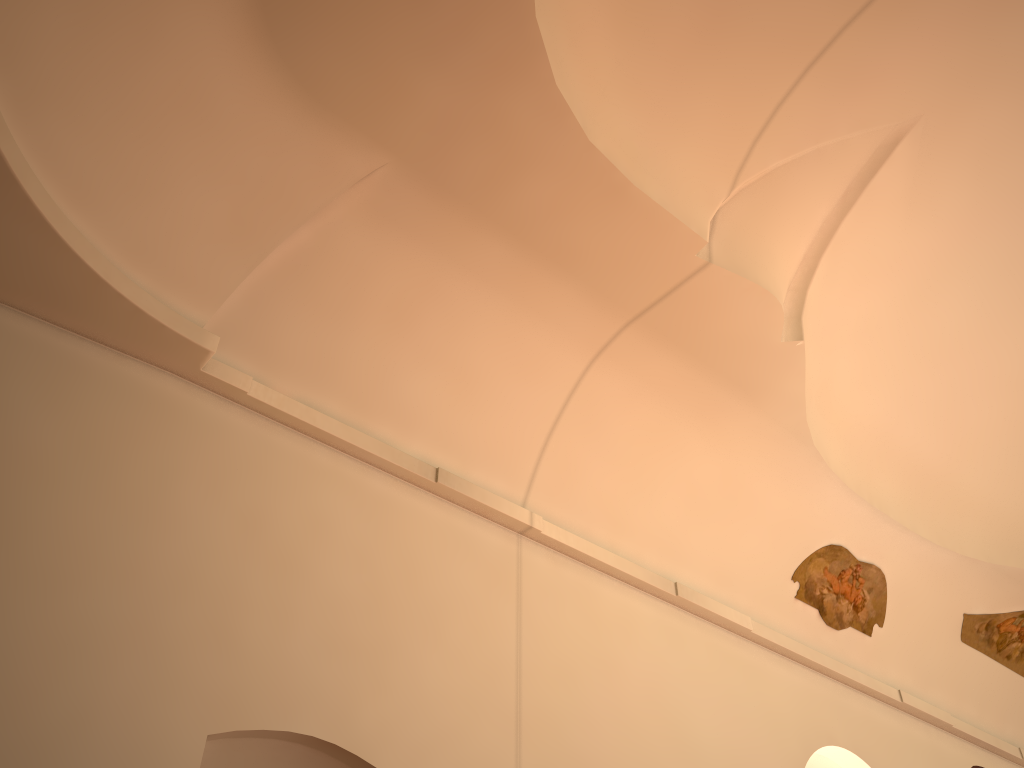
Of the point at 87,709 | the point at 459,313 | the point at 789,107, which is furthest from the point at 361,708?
the point at 789,107
